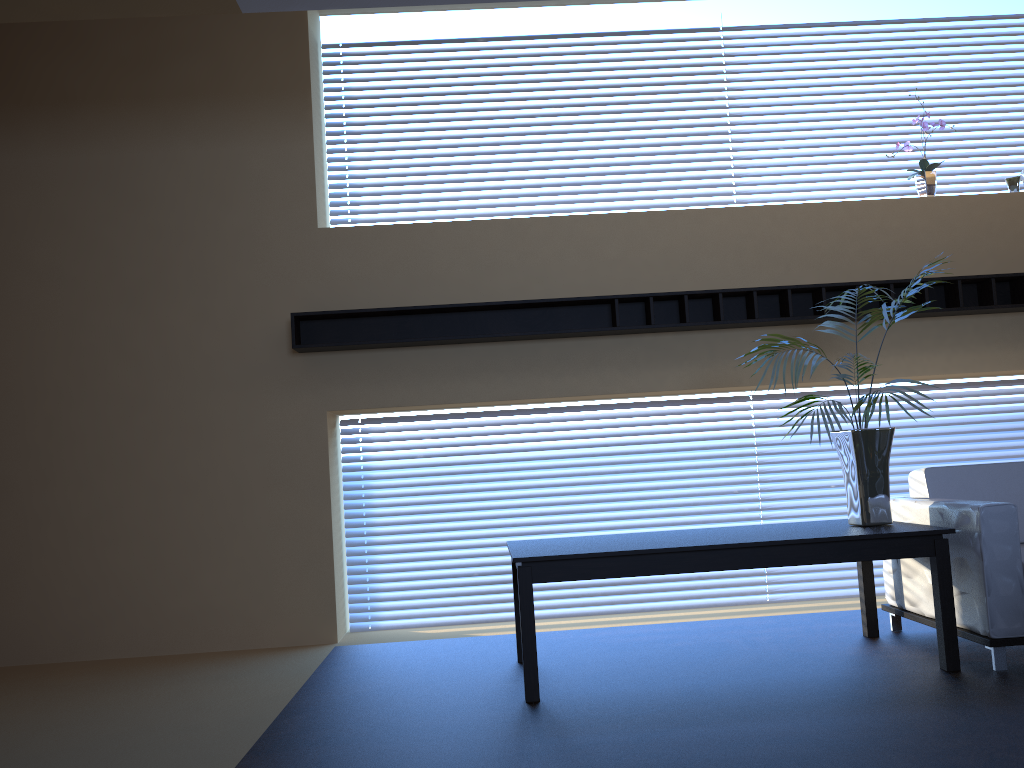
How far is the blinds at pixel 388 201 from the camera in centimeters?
591cm

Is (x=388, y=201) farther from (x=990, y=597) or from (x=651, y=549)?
(x=990, y=597)

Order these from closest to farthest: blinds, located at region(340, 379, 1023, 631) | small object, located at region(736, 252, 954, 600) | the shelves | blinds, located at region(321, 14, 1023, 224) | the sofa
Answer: the sofa < small object, located at region(736, 252, 954, 600) < the shelves < blinds, located at region(340, 379, 1023, 631) < blinds, located at region(321, 14, 1023, 224)

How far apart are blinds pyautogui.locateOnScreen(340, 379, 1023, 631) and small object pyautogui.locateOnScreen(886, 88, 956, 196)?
1.3 meters

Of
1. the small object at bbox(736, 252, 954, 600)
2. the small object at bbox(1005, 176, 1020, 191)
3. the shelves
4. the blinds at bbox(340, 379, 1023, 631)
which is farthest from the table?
the small object at bbox(1005, 176, 1020, 191)

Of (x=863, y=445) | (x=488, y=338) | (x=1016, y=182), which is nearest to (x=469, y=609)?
(x=488, y=338)

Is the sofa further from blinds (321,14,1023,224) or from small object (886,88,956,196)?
blinds (321,14,1023,224)

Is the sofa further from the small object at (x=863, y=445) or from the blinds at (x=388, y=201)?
the blinds at (x=388, y=201)

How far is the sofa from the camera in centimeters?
370cm

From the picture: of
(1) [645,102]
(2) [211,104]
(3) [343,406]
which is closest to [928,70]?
(1) [645,102]
